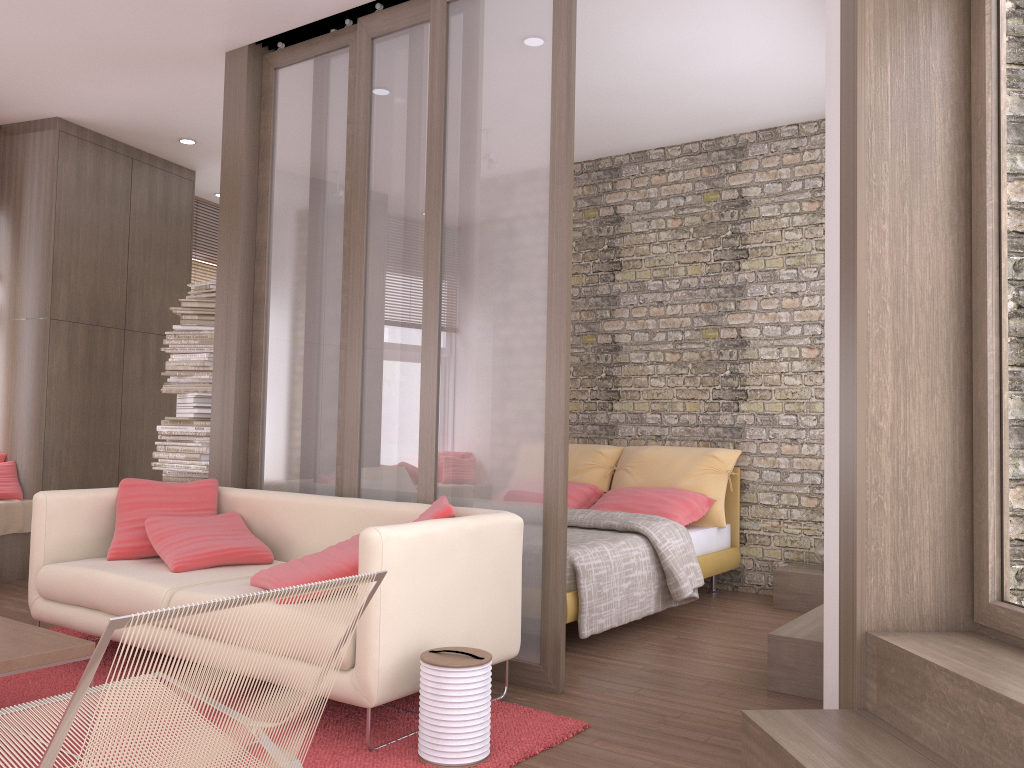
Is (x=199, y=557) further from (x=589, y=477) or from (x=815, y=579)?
(x=815, y=579)

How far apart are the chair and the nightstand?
4.04m

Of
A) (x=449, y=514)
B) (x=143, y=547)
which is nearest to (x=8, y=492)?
(x=143, y=547)

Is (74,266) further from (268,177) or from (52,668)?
(52,668)

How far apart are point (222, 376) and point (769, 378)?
3.59m

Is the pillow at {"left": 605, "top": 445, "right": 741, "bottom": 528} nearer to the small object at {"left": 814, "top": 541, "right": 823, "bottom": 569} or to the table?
the small object at {"left": 814, "top": 541, "right": 823, "bottom": 569}

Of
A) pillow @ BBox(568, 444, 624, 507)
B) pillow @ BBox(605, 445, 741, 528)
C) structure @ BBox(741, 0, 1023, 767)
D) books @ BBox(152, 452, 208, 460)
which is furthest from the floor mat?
pillow @ BBox(568, 444, 624, 507)

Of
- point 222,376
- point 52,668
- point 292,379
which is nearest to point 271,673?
point 52,668

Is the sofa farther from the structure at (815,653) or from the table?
the structure at (815,653)

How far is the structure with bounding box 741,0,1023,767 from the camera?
2.4 meters
